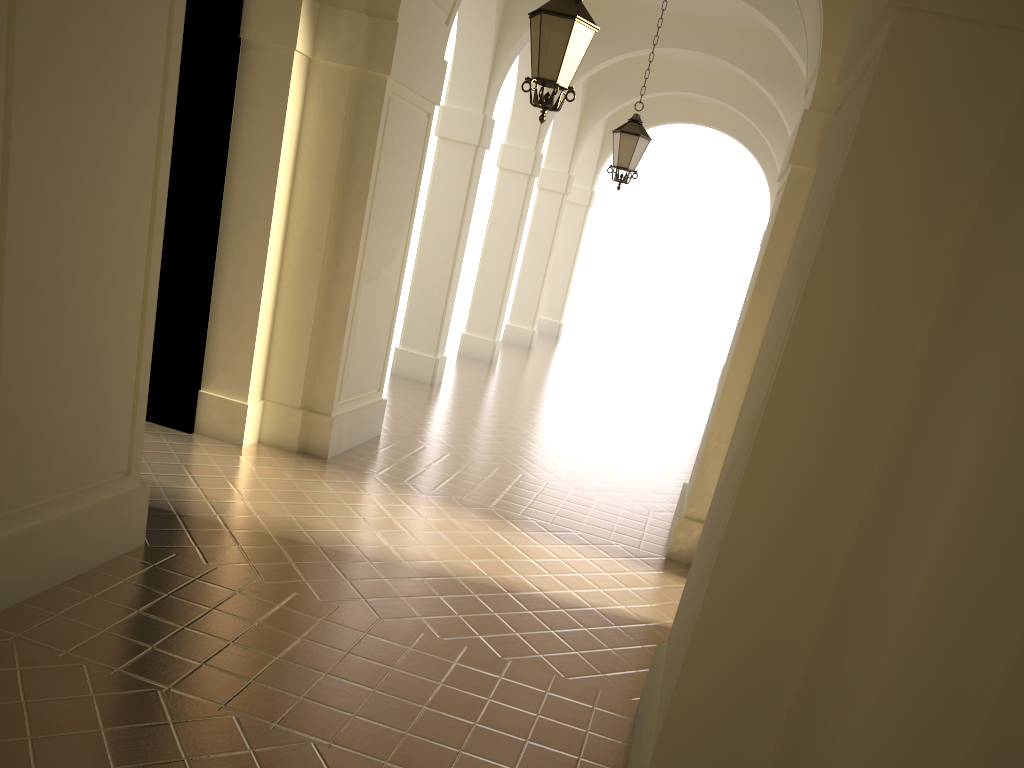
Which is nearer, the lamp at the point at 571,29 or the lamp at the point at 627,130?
the lamp at the point at 571,29

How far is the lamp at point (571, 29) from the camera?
6.1m

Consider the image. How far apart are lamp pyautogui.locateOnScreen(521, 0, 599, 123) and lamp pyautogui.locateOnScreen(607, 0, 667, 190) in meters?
4.8 m

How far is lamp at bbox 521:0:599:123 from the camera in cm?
615

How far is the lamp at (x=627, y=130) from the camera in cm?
1105

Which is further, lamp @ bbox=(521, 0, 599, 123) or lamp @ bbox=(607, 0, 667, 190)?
lamp @ bbox=(607, 0, 667, 190)

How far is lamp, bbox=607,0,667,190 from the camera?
11.05m

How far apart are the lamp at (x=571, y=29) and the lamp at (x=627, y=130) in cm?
475
